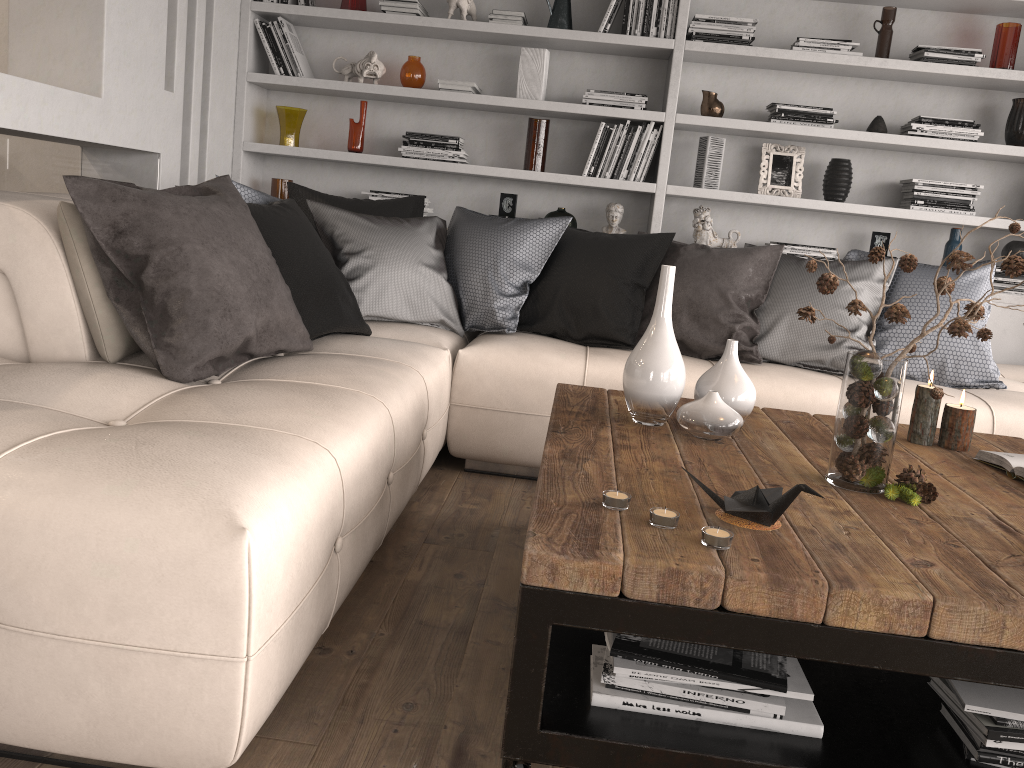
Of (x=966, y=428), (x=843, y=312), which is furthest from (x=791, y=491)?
(x=843, y=312)

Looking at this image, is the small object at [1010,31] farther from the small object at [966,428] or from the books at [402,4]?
the books at [402,4]

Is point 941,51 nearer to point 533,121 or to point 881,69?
point 881,69

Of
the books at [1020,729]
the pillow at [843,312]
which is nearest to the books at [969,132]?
the pillow at [843,312]

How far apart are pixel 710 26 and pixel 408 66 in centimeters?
146cm

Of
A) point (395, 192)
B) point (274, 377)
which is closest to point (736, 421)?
point (274, 377)

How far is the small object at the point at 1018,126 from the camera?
4.2 meters

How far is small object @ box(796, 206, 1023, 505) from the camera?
1.8m

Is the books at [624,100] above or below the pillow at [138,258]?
above

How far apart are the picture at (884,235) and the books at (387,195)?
2.4m
